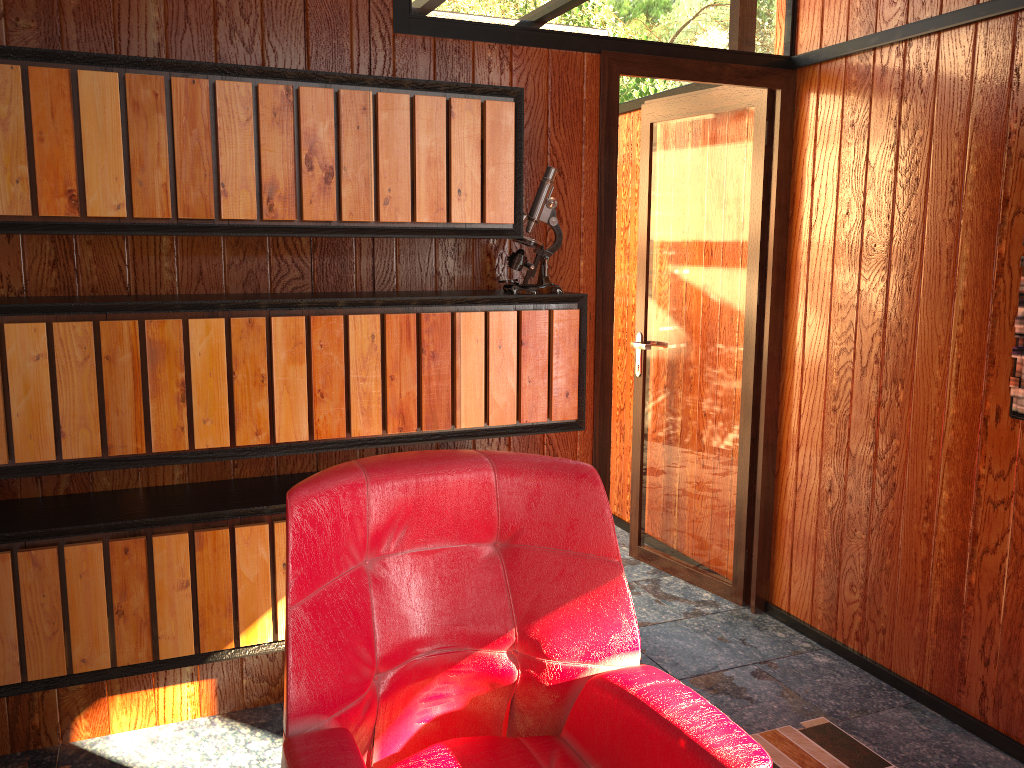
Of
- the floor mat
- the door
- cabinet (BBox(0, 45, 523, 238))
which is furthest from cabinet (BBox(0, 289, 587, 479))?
the floor mat

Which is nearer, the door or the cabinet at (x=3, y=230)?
the cabinet at (x=3, y=230)

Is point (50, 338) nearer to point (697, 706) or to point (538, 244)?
point (538, 244)

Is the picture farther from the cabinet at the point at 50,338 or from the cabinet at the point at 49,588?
the cabinet at the point at 49,588

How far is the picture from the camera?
2.2 meters

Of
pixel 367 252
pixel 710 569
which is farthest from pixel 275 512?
pixel 710 569

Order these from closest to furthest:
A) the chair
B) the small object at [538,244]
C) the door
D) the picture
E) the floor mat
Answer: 1. the chair
2. the picture
3. the floor mat
4. the small object at [538,244]
5. the door

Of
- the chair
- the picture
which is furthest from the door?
the chair

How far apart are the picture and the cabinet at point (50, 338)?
1.10m

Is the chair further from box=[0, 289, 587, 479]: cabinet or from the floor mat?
the floor mat
